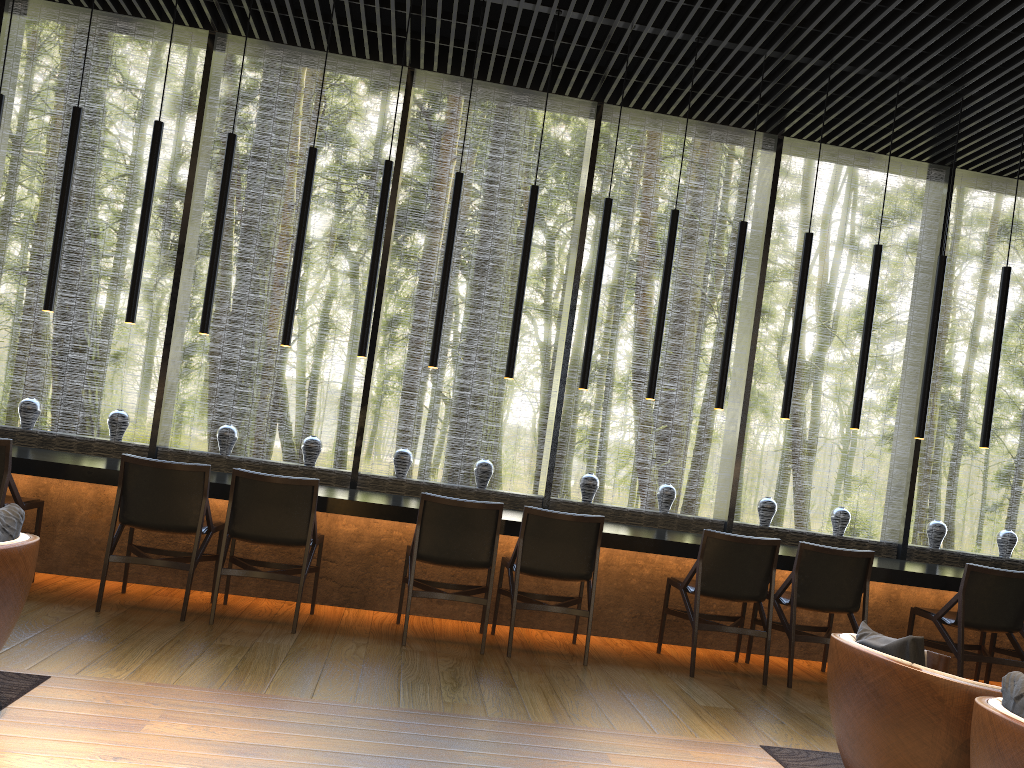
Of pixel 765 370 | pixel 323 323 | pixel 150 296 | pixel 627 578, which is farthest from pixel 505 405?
pixel 627 578

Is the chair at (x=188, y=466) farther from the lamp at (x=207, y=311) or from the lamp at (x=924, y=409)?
the lamp at (x=924, y=409)

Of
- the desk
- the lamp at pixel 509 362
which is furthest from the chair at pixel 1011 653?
the lamp at pixel 509 362

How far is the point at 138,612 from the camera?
4.6m

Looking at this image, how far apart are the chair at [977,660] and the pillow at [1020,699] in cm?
303

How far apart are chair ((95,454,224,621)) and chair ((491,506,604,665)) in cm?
164

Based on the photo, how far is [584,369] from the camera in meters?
5.8

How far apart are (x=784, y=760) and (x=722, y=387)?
2.8m

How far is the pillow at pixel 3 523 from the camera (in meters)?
2.90

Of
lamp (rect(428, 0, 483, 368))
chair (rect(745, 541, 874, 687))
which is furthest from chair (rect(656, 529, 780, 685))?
lamp (rect(428, 0, 483, 368))
